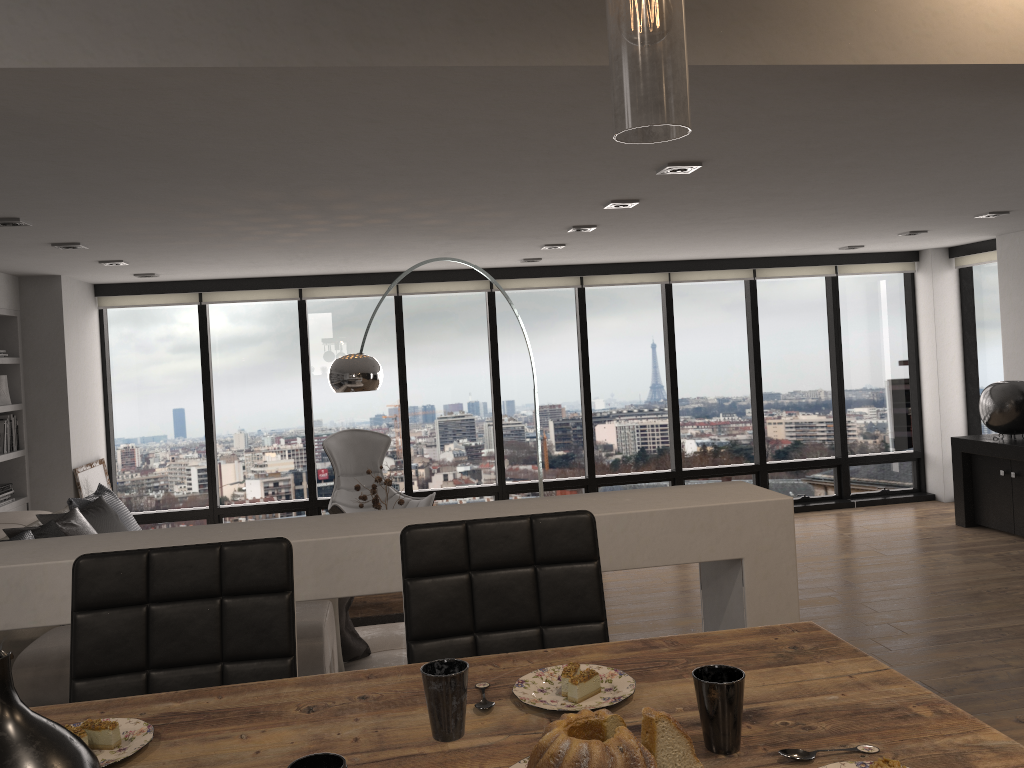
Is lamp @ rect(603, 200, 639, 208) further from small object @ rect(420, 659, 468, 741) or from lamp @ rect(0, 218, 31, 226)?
small object @ rect(420, 659, 468, 741)

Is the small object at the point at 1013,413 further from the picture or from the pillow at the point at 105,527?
the picture

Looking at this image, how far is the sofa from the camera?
5.2 meters

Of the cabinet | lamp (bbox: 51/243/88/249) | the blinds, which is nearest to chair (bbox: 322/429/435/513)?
the blinds

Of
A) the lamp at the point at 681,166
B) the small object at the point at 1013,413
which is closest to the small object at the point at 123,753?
the lamp at the point at 681,166

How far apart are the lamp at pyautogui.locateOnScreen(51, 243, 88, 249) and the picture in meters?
2.3

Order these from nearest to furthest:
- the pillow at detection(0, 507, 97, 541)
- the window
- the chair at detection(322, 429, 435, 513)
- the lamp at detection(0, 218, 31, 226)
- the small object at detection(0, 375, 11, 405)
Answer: the lamp at detection(0, 218, 31, 226) < the pillow at detection(0, 507, 97, 541) < the small object at detection(0, 375, 11, 405) < the chair at detection(322, 429, 435, 513) < the window

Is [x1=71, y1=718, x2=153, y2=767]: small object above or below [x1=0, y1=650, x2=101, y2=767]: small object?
below

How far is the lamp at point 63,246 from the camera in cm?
509

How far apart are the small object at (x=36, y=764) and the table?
0.27m
